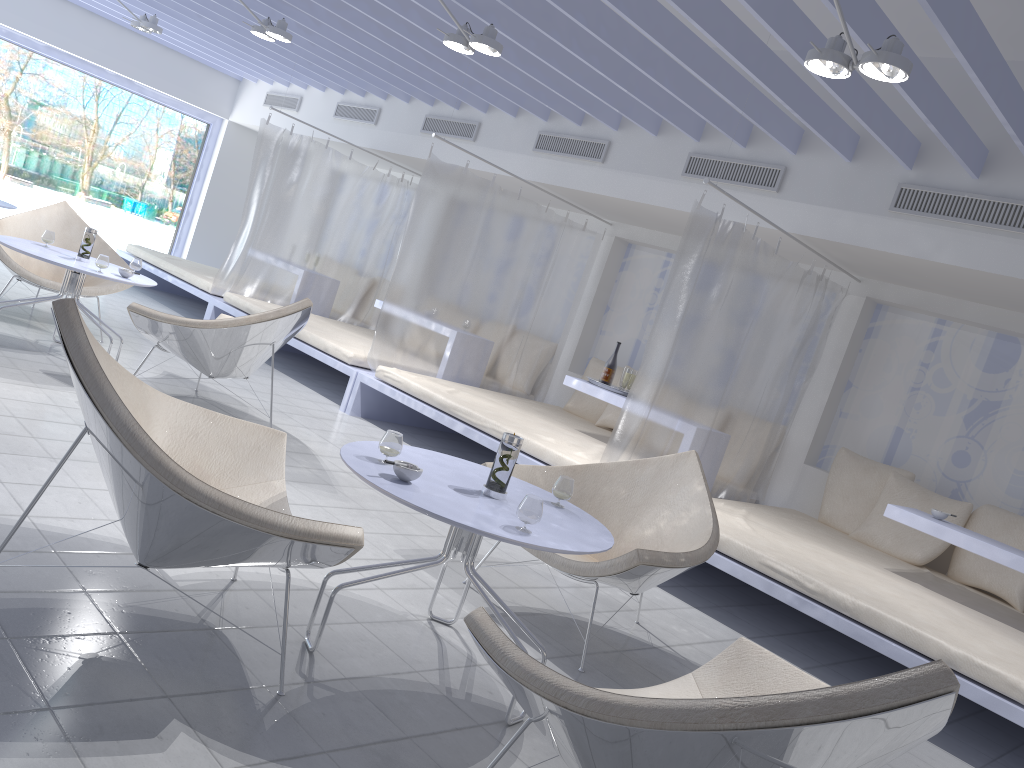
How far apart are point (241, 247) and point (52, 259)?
3.16m

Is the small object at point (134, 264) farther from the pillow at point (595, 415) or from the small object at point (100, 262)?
the pillow at point (595, 415)

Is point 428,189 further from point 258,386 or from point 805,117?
point 805,117

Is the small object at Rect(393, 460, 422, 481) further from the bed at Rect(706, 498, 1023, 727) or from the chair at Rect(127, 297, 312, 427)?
the chair at Rect(127, 297, 312, 427)

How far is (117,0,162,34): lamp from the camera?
7.2m

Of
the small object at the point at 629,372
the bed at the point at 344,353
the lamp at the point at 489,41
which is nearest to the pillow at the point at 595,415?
the small object at the point at 629,372

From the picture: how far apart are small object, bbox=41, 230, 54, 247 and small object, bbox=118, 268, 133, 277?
0.6 meters

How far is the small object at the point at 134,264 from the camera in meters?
5.1

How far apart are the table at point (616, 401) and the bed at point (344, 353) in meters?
1.4 m

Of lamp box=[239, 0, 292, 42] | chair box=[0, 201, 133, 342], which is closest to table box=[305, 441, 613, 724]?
chair box=[0, 201, 133, 342]
